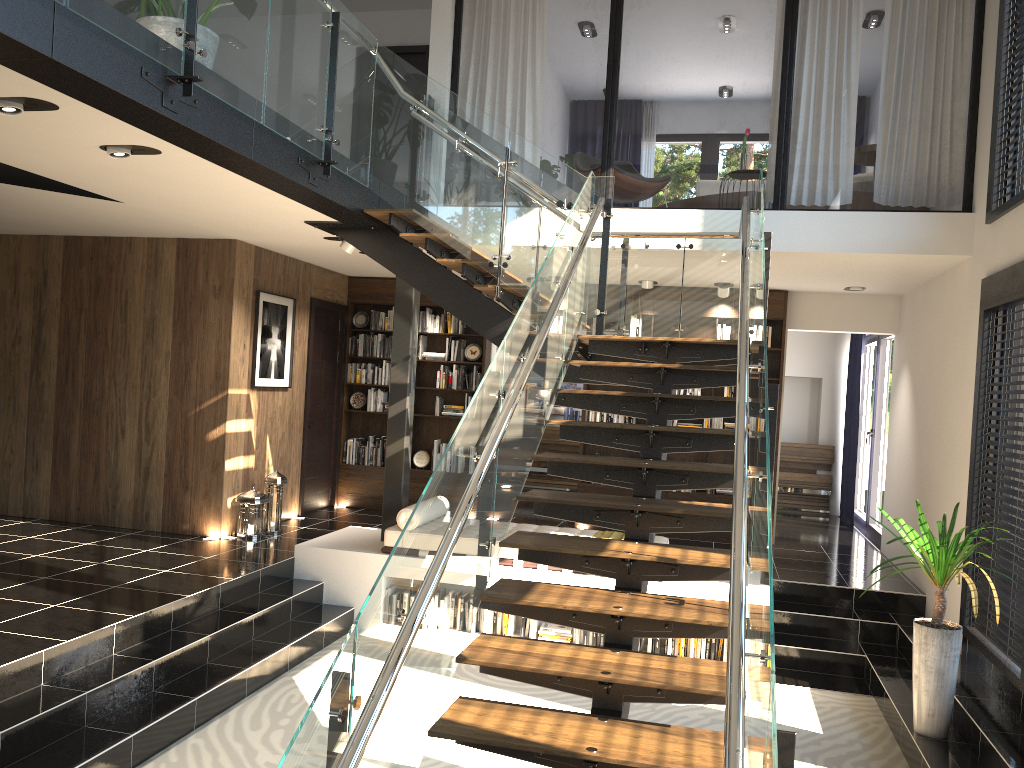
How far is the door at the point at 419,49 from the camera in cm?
1019

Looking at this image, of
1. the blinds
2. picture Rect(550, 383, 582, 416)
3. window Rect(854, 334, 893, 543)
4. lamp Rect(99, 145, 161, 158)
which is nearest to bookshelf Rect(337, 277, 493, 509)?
picture Rect(550, 383, 582, 416)

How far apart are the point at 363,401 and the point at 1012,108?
7.1 meters

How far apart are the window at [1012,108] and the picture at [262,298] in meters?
6.1 m

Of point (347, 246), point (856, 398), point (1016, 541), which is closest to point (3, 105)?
point (347, 246)

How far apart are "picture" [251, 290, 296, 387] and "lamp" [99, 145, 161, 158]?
3.4m

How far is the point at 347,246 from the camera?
7.52m

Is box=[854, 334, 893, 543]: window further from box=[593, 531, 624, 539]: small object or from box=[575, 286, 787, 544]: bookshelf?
box=[593, 531, 624, 539]: small object

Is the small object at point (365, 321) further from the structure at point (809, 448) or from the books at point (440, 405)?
the structure at point (809, 448)

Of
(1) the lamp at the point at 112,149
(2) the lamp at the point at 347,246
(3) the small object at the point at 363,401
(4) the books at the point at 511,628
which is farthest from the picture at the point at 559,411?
(1) the lamp at the point at 112,149
